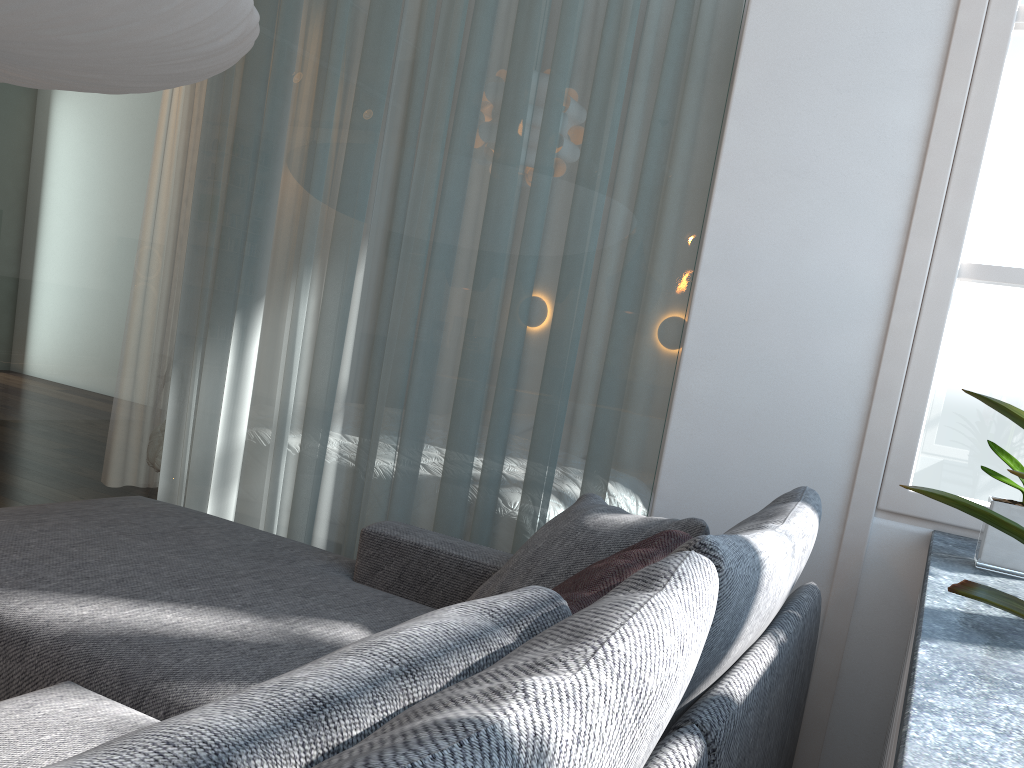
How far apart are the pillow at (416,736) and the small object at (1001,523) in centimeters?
22cm

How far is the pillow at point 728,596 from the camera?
1.0 meters

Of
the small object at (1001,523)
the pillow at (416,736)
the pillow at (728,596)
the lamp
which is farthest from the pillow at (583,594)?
the lamp

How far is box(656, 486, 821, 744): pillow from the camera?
0.97m

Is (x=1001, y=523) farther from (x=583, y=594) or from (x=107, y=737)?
(x=107, y=737)

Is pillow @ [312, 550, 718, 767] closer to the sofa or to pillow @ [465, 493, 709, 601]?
the sofa

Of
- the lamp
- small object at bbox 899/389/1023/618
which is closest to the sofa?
small object at bbox 899/389/1023/618

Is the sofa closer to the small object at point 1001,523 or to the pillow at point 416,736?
the pillow at point 416,736

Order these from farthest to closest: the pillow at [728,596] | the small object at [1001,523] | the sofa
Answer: the sofa, the pillow at [728,596], the small object at [1001,523]

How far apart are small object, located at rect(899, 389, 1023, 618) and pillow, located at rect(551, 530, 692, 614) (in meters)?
0.56
